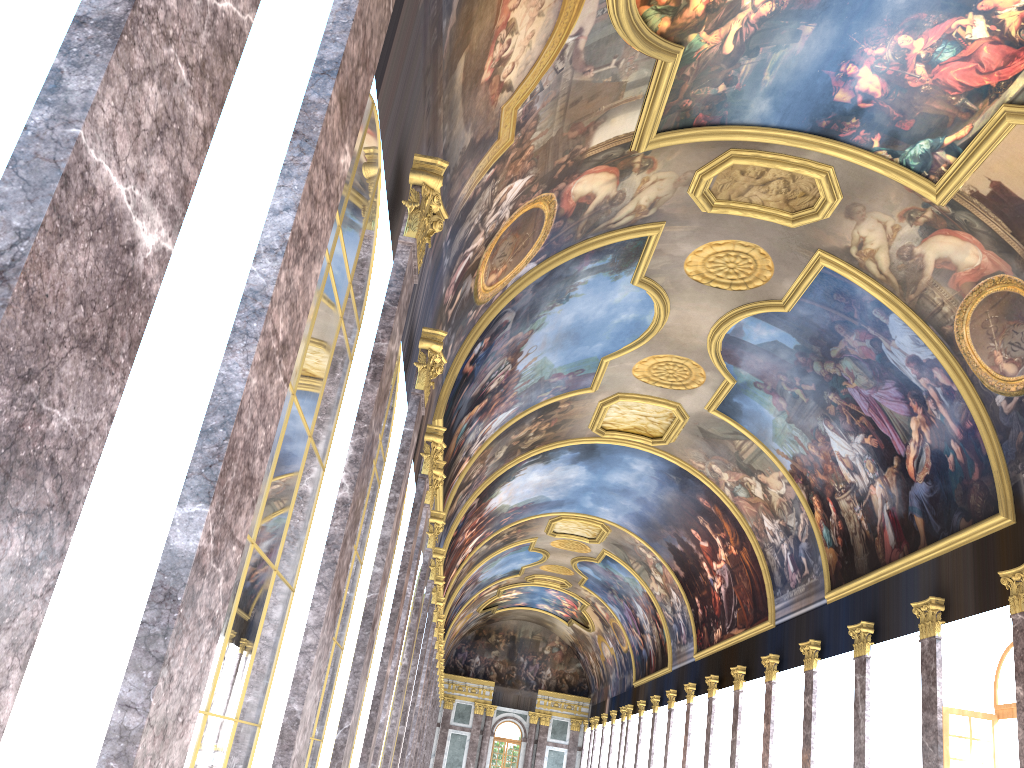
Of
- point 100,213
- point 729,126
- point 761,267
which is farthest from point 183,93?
point 761,267
